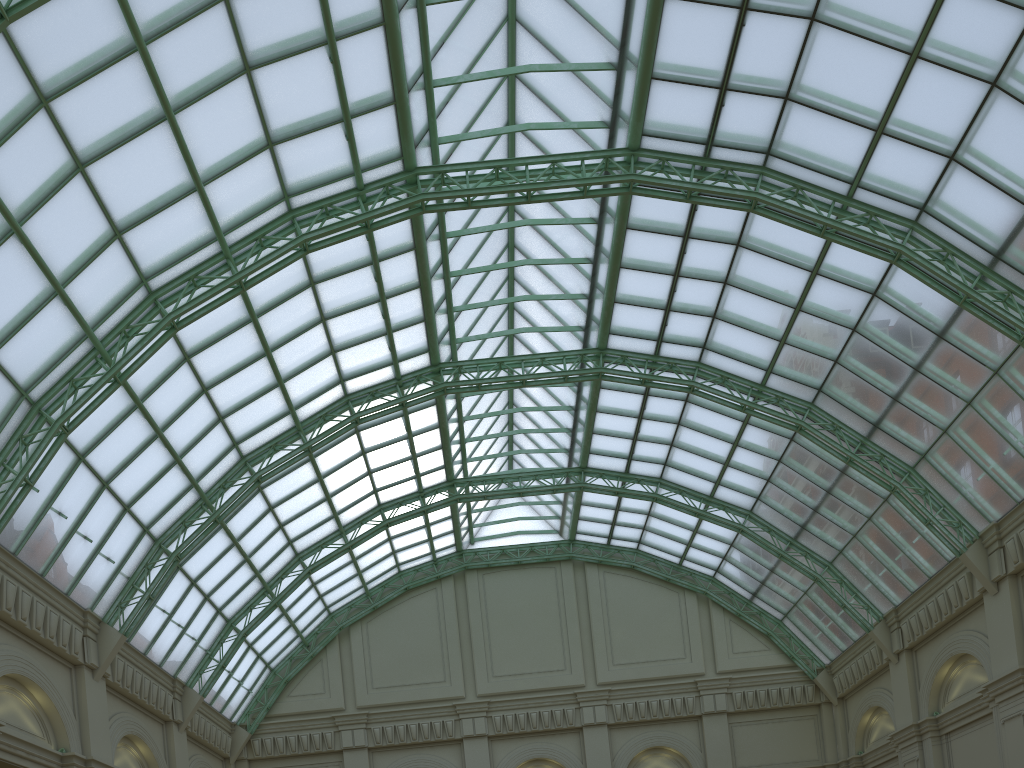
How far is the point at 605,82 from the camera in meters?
32.6

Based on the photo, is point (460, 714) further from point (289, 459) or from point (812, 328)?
point (812, 328)
